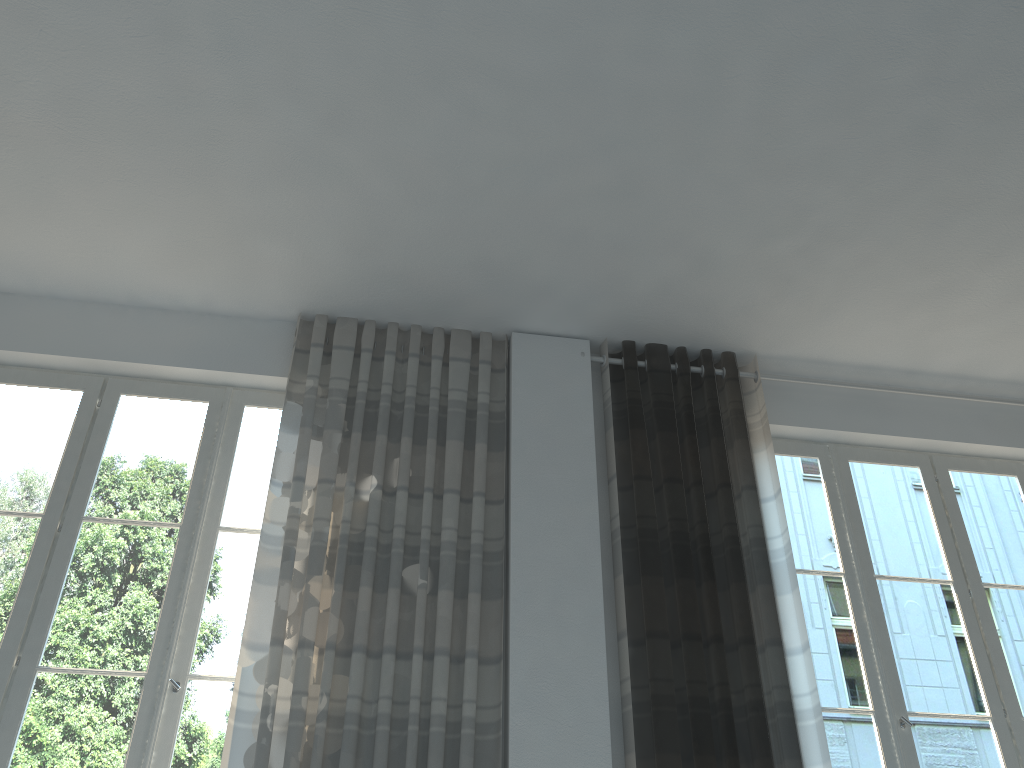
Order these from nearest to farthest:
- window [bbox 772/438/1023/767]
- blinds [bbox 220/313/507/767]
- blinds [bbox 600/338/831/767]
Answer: blinds [bbox 220/313/507/767] < blinds [bbox 600/338/831/767] < window [bbox 772/438/1023/767]

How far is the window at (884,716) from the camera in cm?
366

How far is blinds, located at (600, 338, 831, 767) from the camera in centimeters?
333cm

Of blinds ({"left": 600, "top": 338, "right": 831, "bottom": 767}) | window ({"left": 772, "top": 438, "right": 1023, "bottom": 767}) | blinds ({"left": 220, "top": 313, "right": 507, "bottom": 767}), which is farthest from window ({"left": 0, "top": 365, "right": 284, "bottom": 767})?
window ({"left": 772, "top": 438, "right": 1023, "bottom": 767})

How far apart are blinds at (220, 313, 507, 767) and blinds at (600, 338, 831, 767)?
0.5 meters

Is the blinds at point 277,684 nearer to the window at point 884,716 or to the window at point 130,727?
the window at point 130,727

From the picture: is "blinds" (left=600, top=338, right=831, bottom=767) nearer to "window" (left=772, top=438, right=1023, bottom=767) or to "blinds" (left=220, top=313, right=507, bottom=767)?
"window" (left=772, top=438, right=1023, bottom=767)

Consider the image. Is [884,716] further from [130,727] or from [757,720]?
[130,727]

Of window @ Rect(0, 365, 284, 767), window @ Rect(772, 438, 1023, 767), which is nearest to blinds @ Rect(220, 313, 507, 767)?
window @ Rect(0, 365, 284, 767)

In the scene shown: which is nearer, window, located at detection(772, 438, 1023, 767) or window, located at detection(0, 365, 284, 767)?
window, located at detection(0, 365, 284, 767)
